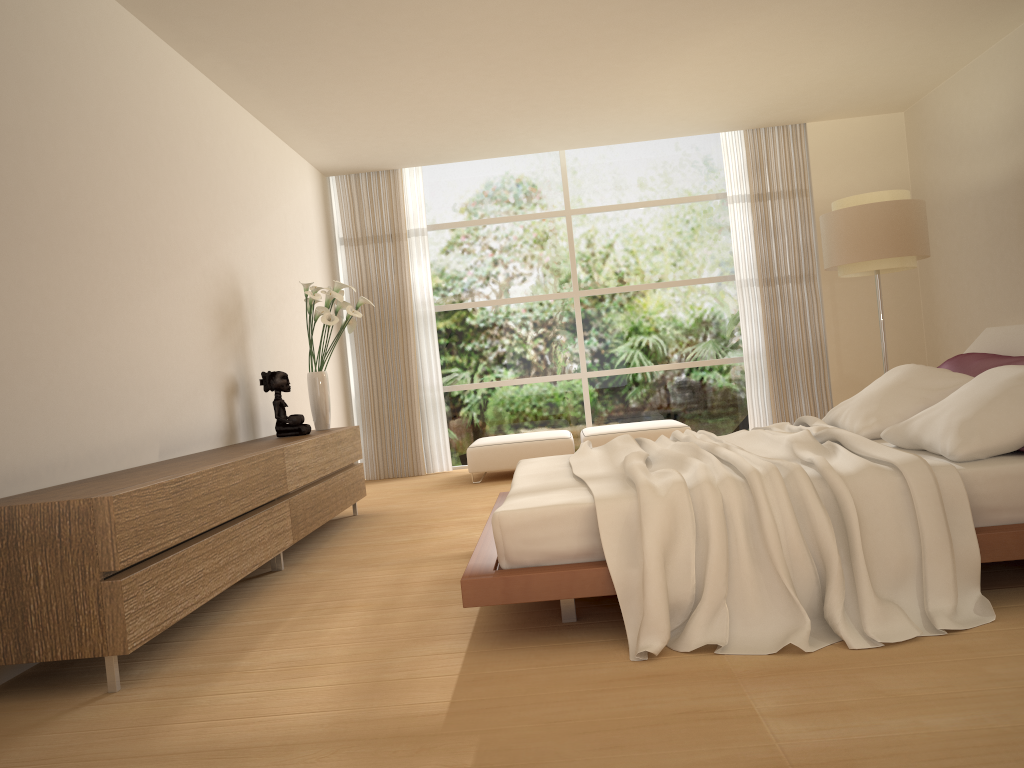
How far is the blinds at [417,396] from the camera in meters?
8.9 m

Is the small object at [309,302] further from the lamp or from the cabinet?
the lamp

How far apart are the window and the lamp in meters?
1.9 m

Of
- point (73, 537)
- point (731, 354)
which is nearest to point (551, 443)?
point (731, 354)

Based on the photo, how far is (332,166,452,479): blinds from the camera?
8.9 meters

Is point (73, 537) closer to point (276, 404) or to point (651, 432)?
point (276, 404)

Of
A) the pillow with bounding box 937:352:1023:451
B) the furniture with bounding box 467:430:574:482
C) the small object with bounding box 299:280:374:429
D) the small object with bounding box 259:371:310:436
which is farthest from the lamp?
the small object with bounding box 259:371:310:436

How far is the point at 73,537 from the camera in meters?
2.9

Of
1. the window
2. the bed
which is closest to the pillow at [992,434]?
the bed

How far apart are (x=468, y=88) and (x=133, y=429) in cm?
366
